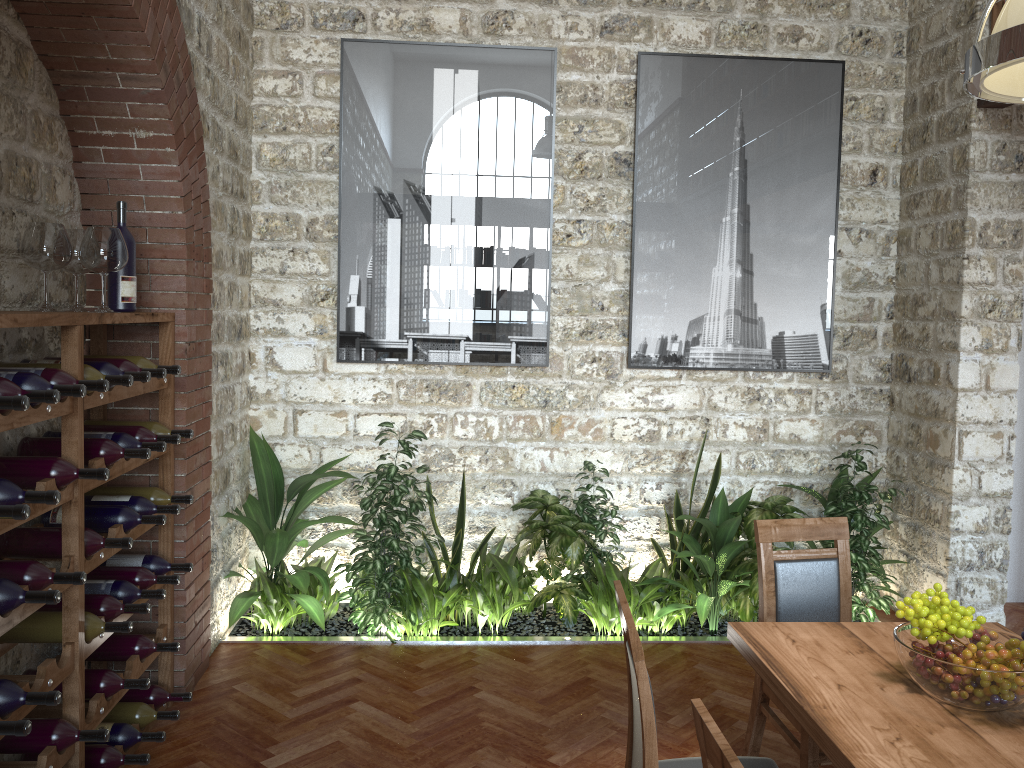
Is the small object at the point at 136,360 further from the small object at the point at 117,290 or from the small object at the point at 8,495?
the small object at the point at 8,495

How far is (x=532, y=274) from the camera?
5.18m

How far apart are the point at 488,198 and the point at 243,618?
2.78m

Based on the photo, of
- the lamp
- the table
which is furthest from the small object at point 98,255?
the lamp

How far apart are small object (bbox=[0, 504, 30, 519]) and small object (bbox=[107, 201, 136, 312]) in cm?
133

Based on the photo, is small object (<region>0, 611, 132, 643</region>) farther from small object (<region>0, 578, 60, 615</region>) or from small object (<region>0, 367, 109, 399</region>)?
small object (<region>0, 367, 109, 399</region>)

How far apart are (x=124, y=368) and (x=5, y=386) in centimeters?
89cm

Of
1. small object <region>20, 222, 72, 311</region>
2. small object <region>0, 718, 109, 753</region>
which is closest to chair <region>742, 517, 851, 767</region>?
small object <region>0, 718, 109, 753</region>

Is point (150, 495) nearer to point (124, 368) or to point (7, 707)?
point (124, 368)

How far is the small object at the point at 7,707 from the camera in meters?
2.4 m
